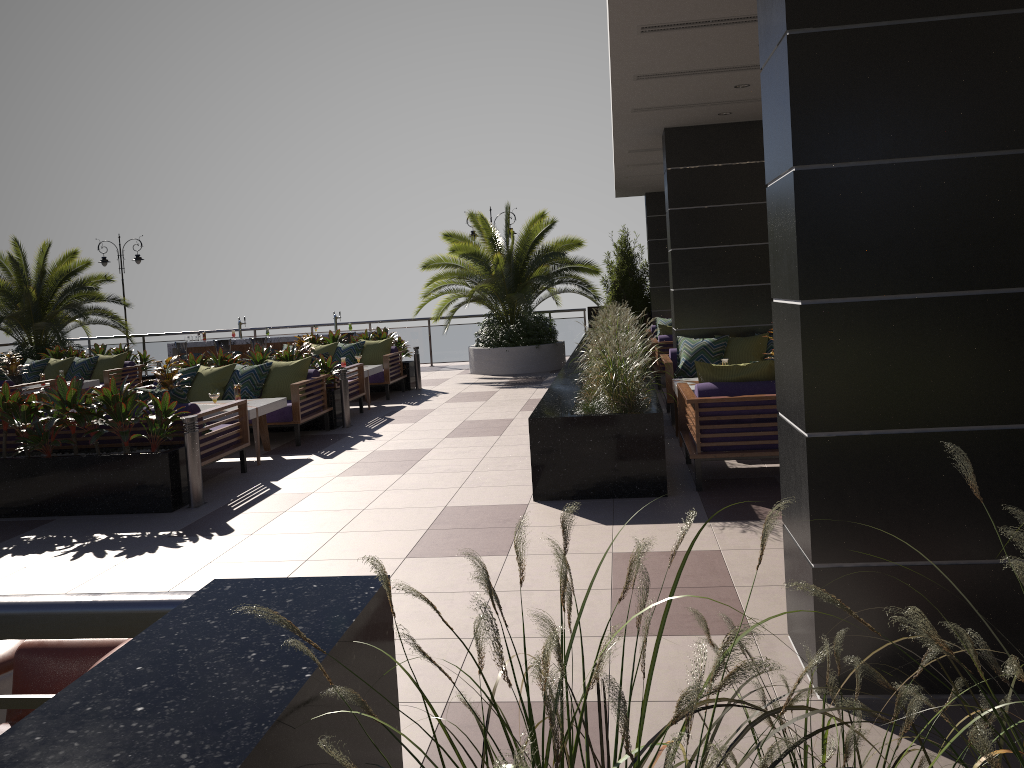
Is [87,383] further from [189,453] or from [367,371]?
[189,453]

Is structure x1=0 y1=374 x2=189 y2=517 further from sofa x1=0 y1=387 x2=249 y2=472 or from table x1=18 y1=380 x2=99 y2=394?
table x1=18 y1=380 x2=99 y2=394

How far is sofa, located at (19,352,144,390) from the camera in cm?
1427

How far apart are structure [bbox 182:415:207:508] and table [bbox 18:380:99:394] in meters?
7.5 m

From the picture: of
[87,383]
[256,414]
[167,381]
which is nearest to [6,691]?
[256,414]

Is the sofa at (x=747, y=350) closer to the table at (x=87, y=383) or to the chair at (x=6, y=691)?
the chair at (x=6, y=691)

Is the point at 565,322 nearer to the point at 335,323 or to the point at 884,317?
the point at 335,323

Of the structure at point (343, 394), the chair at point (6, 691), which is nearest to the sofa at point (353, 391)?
the structure at point (343, 394)

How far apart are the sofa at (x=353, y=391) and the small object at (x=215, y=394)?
2.70m

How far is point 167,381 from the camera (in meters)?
8.79
